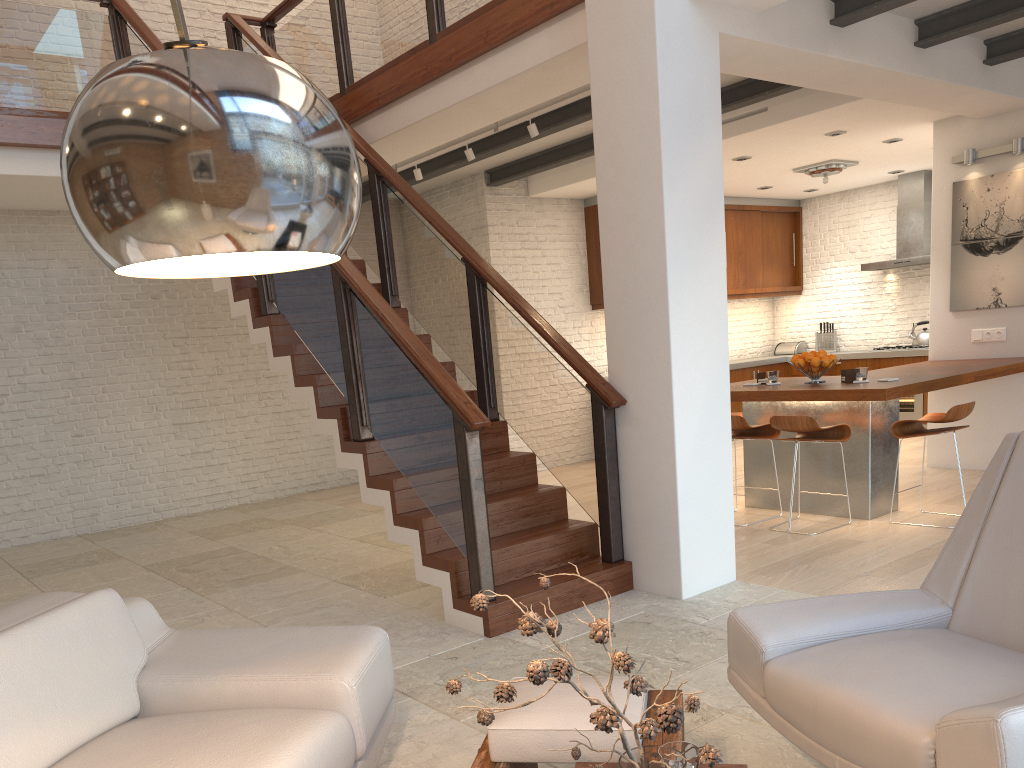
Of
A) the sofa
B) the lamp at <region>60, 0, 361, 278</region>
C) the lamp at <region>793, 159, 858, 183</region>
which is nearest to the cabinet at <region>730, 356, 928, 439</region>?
the lamp at <region>793, 159, 858, 183</region>

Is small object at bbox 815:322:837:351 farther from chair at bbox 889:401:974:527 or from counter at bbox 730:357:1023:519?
chair at bbox 889:401:974:527

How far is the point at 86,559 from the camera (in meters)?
6.87

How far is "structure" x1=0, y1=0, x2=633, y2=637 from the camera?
4.3 meters

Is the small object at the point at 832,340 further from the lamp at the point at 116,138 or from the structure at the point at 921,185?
the lamp at the point at 116,138

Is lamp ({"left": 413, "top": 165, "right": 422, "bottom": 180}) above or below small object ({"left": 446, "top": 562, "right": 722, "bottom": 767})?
above

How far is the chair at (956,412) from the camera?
5.4 meters

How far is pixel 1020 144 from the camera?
6.8 meters

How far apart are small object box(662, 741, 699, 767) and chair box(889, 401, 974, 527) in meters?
4.3

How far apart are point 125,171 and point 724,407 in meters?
4.0
